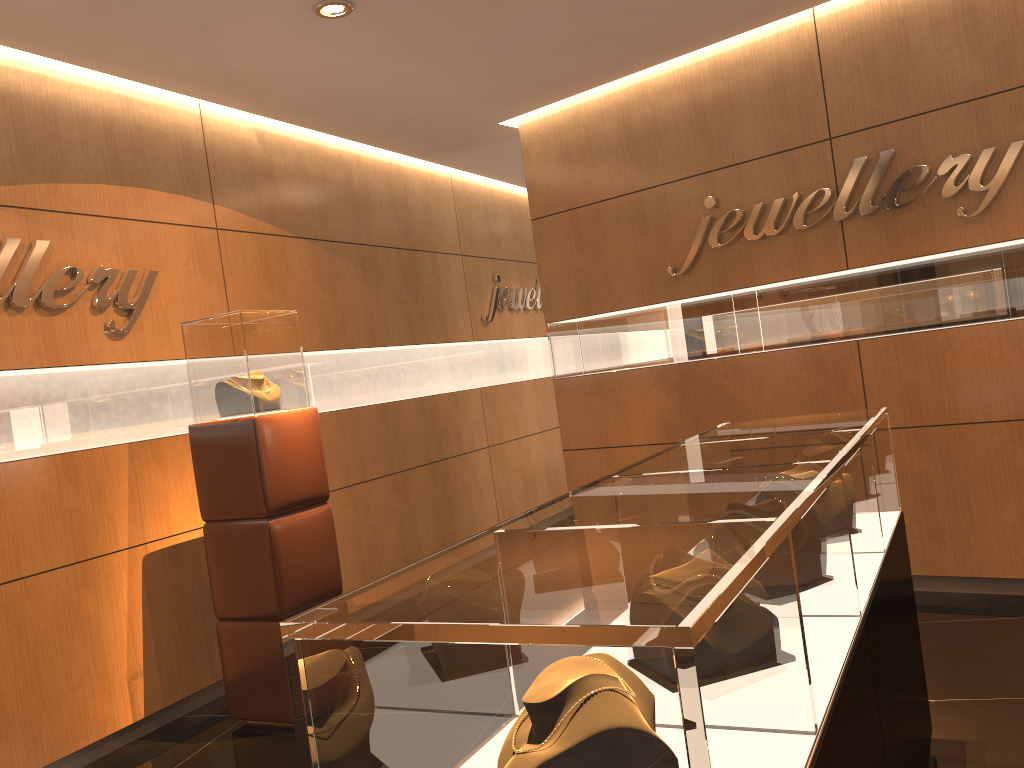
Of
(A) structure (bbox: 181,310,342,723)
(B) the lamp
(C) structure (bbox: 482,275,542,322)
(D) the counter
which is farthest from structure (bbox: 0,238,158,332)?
(C) structure (bbox: 482,275,542,322)

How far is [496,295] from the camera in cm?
799

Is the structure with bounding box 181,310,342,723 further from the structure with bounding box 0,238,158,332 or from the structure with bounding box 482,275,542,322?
the structure with bounding box 482,275,542,322

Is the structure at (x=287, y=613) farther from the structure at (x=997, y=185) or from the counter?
the structure at (x=997, y=185)

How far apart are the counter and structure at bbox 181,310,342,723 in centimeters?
210cm

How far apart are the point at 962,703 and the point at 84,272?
4.4m

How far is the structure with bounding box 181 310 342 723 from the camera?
4.2 meters

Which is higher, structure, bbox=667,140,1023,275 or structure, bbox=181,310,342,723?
structure, bbox=667,140,1023,275

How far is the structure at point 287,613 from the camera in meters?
4.2

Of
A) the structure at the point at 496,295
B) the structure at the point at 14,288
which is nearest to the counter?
the structure at the point at 14,288
